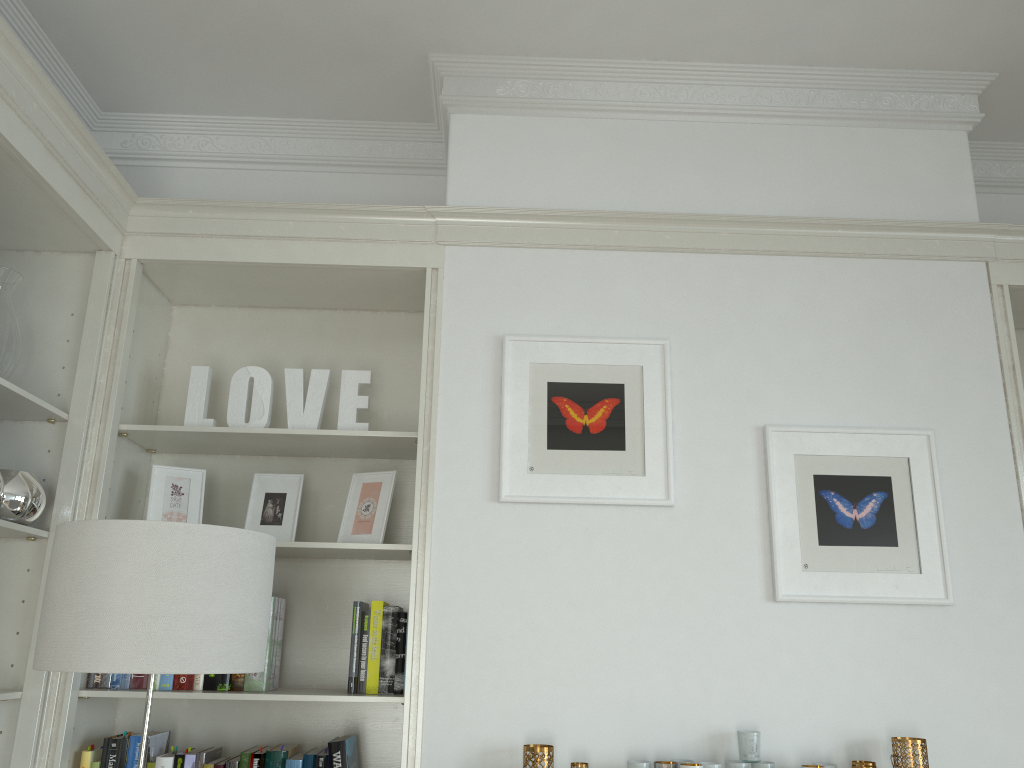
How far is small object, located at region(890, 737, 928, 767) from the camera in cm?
223

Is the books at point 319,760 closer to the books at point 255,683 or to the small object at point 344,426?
the books at point 255,683

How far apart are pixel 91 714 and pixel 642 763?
1.54m

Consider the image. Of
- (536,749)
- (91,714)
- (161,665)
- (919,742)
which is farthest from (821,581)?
(91,714)

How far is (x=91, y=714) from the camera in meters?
2.5 m

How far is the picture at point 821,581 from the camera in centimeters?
245cm

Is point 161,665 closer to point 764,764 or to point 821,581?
point 764,764

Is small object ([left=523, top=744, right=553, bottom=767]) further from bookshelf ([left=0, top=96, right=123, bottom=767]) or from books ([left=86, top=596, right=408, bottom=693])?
bookshelf ([left=0, top=96, right=123, bottom=767])

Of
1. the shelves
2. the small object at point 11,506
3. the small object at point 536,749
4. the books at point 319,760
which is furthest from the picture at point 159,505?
the shelves

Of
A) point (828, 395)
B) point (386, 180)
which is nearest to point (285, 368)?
point (386, 180)
